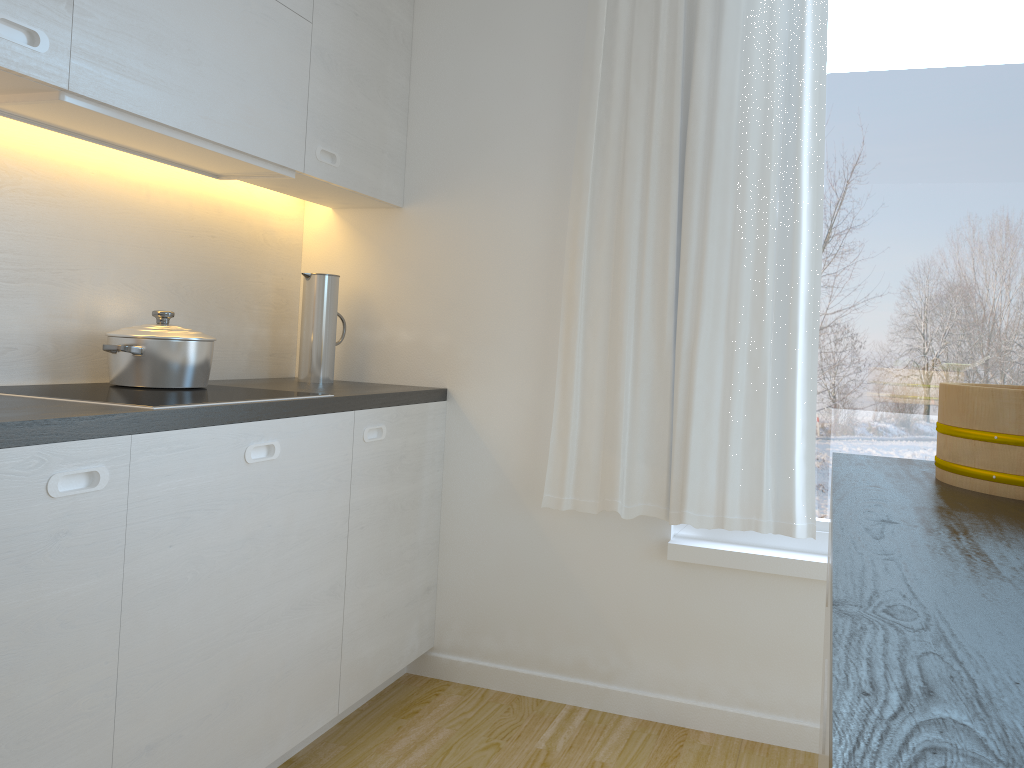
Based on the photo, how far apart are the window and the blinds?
0.11m

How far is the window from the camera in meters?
2.5 m

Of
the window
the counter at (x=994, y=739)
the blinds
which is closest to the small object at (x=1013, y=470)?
the counter at (x=994, y=739)

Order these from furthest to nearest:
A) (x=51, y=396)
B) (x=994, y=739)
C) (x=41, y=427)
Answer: (x=51, y=396) → (x=41, y=427) → (x=994, y=739)

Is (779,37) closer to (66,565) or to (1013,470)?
(1013,470)

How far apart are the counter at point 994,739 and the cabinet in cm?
121

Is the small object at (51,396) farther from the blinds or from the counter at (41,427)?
the blinds

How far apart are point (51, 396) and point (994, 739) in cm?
183

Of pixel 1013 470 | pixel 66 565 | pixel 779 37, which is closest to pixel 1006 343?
pixel 779 37

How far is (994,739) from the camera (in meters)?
0.40
